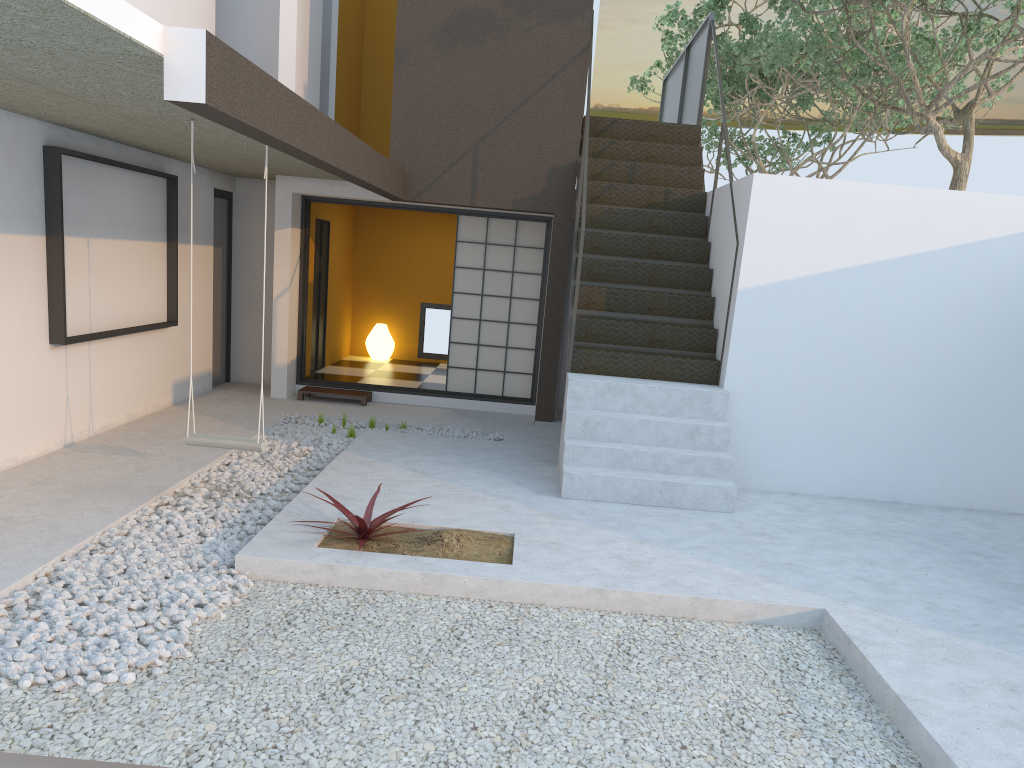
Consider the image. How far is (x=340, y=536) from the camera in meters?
4.6

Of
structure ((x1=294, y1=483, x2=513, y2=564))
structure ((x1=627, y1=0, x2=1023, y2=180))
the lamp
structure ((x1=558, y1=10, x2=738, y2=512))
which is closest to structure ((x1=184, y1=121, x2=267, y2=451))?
structure ((x1=294, y1=483, x2=513, y2=564))

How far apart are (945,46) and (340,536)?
12.5 meters

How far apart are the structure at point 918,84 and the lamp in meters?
5.6

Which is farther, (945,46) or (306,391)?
(945,46)

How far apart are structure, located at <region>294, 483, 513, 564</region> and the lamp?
6.9m

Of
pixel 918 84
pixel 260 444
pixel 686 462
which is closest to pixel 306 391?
pixel 260 444

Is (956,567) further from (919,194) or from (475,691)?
(475,691)

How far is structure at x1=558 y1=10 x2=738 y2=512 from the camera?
6.0 meters

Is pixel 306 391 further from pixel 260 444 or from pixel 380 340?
pixel 260 444
